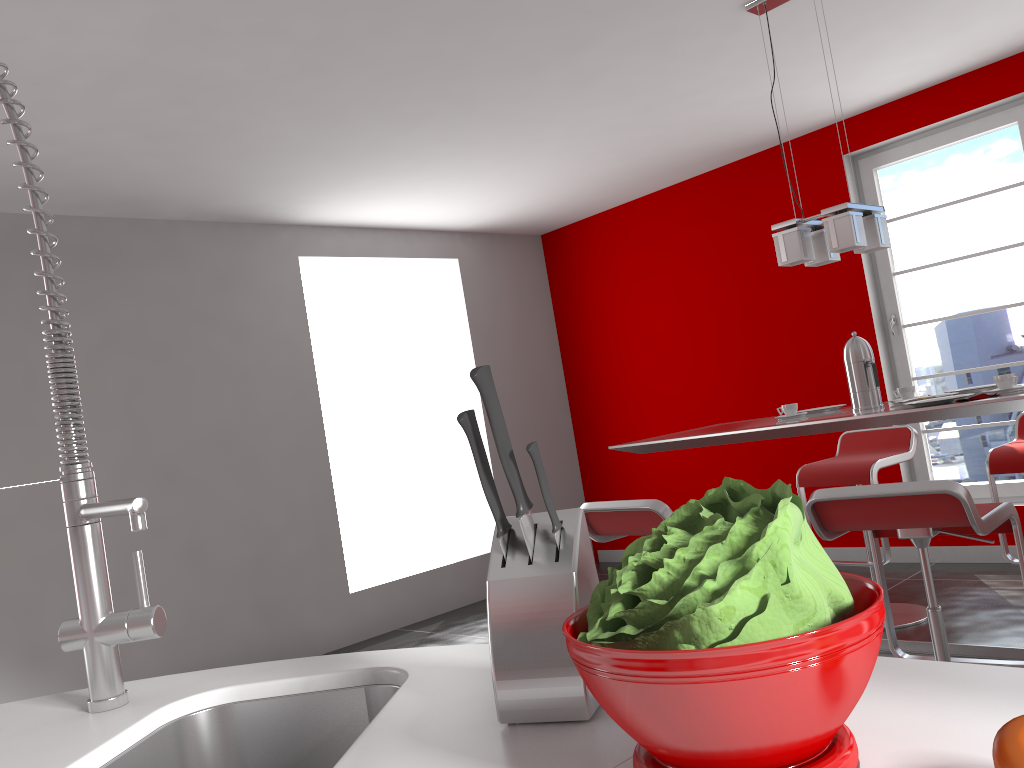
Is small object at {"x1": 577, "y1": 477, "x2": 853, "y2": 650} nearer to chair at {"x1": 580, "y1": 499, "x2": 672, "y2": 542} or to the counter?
the counter

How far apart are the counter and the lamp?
2.5m

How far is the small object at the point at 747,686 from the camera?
0.54m

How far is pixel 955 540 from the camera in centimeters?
493cm

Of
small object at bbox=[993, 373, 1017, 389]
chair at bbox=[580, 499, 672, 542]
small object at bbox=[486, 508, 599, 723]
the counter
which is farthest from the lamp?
small object at bbox=[486, 508, 599, 723]

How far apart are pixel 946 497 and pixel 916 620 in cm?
208

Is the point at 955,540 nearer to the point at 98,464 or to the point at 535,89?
Result: the point at 535,89

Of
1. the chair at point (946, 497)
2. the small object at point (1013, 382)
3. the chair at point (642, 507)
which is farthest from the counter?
the small object at point (1013, 382)

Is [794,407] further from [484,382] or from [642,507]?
[484,382]

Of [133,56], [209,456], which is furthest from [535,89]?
[209,456]
